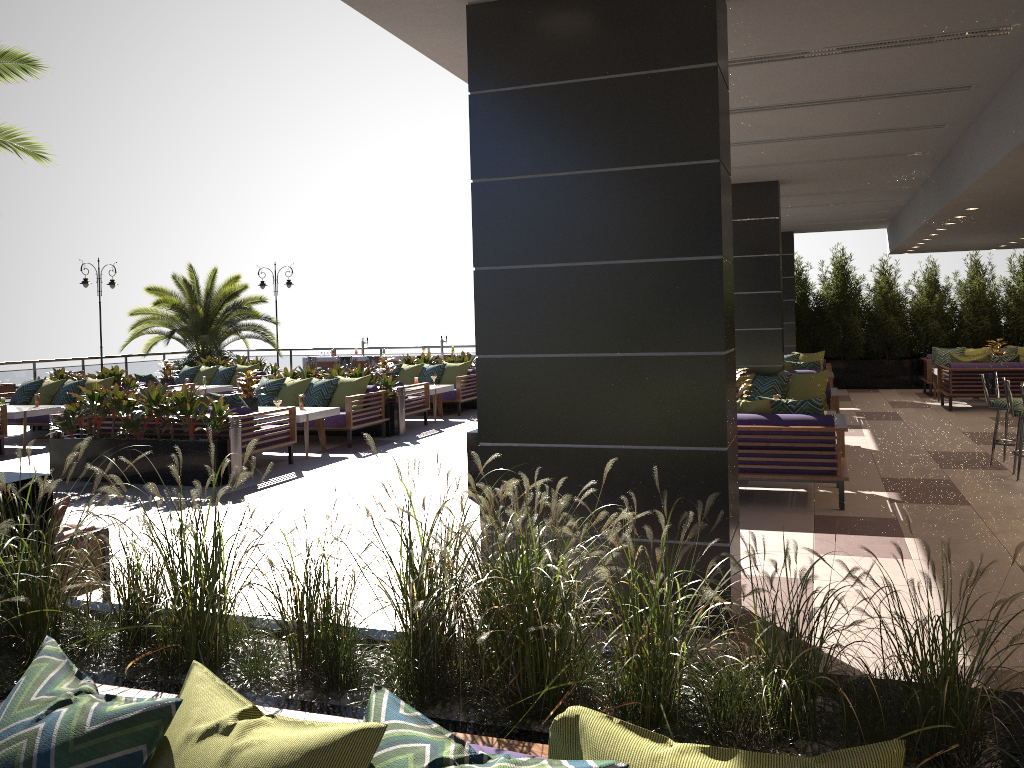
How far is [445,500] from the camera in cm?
249

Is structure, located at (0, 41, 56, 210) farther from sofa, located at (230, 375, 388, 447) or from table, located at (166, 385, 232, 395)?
table, located at (166, 385, 232, 395)

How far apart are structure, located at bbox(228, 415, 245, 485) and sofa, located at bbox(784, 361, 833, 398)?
8.23m

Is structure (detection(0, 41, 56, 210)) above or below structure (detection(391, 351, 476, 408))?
above

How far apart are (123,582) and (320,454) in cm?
853

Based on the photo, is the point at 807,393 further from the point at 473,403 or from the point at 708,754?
the point at 708,754

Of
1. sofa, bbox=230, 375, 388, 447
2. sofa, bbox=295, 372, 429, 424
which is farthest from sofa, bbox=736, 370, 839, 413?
sofa, bbox=295, 372, 429, 424

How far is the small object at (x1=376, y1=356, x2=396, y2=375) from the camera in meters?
14.8 m

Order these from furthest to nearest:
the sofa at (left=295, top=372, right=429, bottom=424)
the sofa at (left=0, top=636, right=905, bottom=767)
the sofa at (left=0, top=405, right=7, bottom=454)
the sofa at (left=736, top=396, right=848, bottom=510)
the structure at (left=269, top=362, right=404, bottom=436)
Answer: the sofa at (left=295, top=372, right=429, bottom=424) → the structure at (left=269, top=362, right=404, bottom=436) → the sofa at (left=0, top=405, right=7, bottom=454) → the sofa at (left=736, top=396, right=848, bottom=510) → the sofa at (left=0, top=636, right=905, bottom=767)

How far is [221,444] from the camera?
9.1 meters
